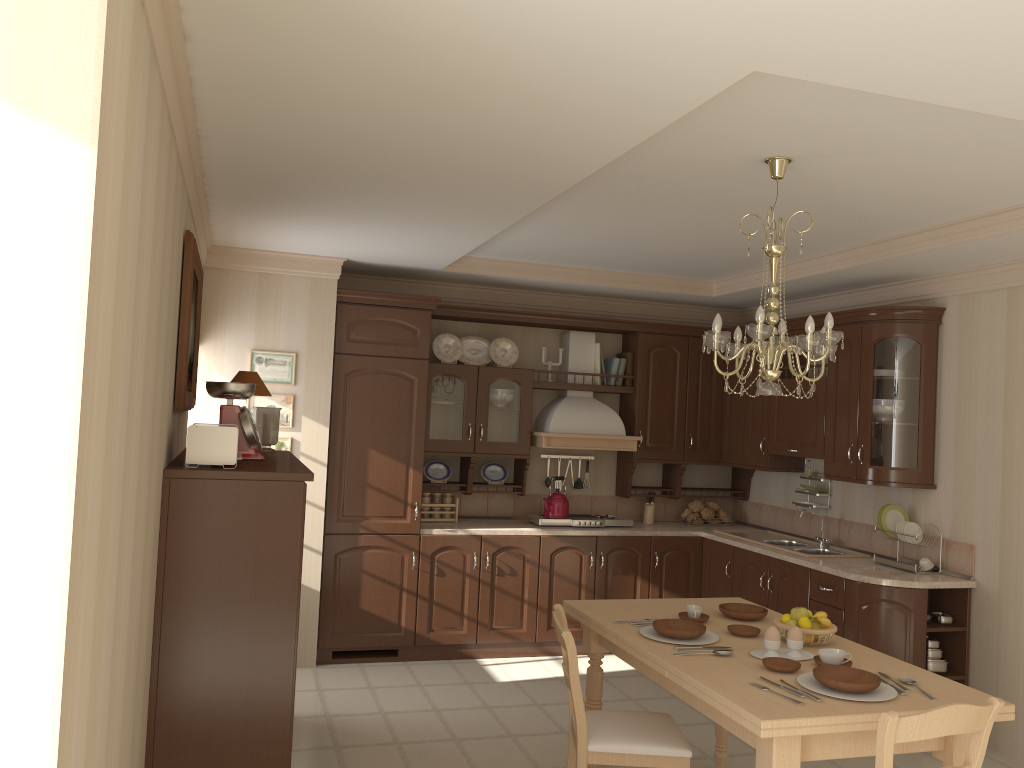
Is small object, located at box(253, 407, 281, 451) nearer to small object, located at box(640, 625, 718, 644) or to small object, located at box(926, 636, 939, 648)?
small object, located at box(640, 625, 718, 644)

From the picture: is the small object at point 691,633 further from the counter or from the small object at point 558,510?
the small object at point 558,510

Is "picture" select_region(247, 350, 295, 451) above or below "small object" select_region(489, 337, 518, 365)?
below

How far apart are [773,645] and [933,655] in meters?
2.1

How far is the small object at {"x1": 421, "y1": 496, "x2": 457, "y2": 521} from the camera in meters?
6.1 m

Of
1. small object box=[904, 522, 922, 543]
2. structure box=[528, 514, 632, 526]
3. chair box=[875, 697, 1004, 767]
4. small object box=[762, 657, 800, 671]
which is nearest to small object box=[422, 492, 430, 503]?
structure box=[528, 514, 632, 526]

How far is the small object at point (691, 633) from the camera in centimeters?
329cm

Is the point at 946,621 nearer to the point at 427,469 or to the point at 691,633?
the point at 691,633

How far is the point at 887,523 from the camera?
5.10m

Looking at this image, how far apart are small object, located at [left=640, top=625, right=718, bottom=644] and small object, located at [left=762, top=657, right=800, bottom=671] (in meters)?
0.31
